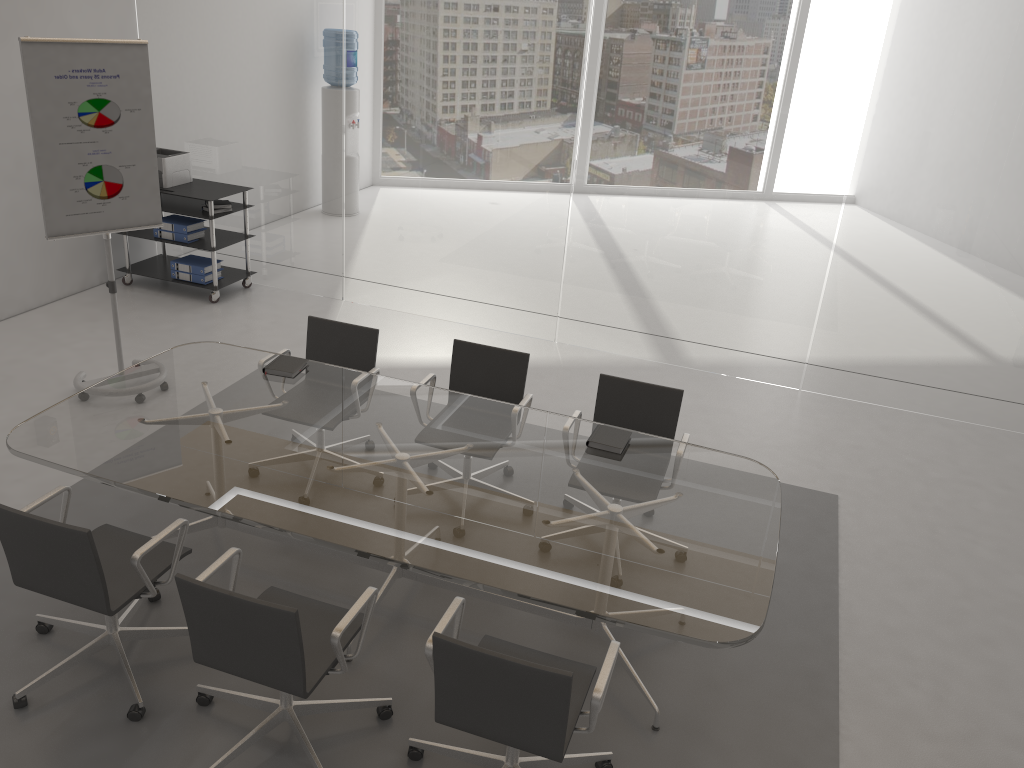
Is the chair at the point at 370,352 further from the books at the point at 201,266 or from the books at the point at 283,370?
the books at the point at 201,266

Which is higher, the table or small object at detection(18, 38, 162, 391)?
small object at detection(18, 38, 162, 391)

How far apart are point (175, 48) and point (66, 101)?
2.65m

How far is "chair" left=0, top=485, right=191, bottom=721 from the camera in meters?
3.0

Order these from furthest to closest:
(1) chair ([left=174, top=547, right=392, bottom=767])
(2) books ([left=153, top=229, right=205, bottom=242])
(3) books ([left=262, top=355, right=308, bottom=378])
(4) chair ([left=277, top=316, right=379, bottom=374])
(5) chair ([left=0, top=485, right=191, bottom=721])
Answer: (2) books ([left=153, top=229, right=205, bottom=242]) → (4) chair ([left=277, top=316, right=379, bottom=374]) → (3) books ([left=262, top=355, right=308, bottom=378]) → (5) chair ([left=0, top=485, right=191, bottom=721]) → (1) chair ([left=174, top=547, right=392, bottom=767])

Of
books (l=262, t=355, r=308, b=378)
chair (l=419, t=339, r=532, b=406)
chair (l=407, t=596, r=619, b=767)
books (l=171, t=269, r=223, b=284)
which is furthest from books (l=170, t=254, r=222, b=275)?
chair (l=407, t=596, r=619, b=767)

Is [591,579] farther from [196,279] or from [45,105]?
[196,279]

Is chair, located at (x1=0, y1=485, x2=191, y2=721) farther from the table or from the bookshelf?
the bookshelf

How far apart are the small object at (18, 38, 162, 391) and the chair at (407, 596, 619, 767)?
3.4m

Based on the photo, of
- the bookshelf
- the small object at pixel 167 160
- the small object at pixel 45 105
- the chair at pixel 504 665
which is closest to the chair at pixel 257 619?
the chair at pixel 504 665
